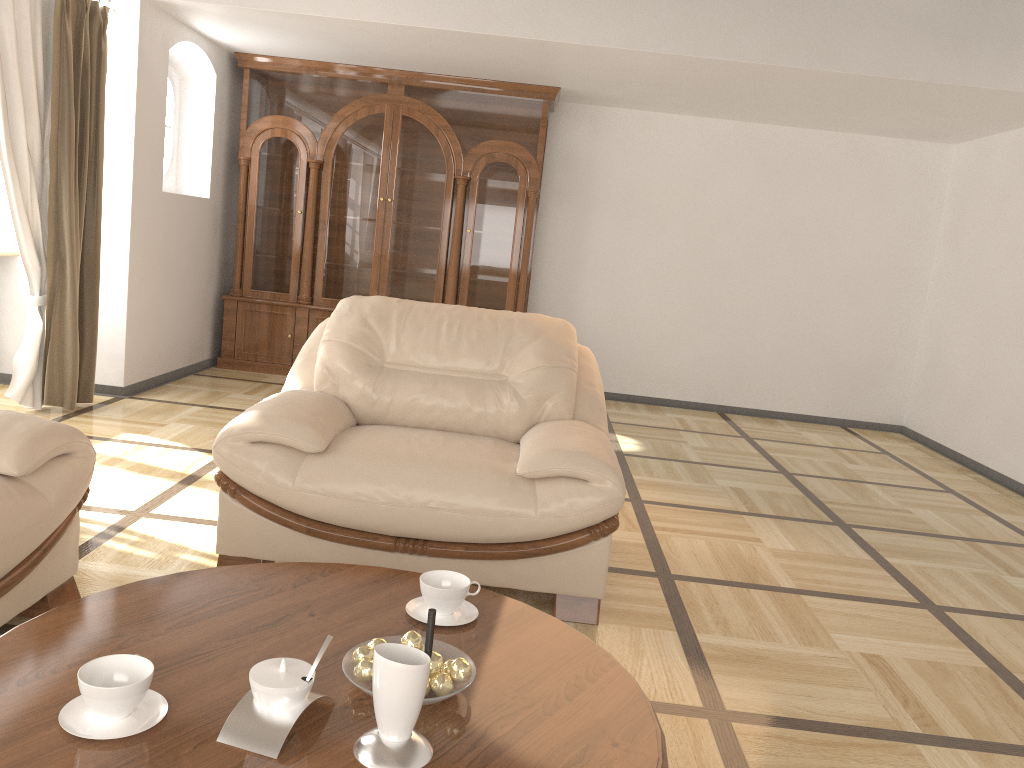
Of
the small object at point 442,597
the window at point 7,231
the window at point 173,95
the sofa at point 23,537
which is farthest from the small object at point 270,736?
the window at point 173,95

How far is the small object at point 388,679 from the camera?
1.3 meters

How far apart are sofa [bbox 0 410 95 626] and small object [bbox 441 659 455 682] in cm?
123

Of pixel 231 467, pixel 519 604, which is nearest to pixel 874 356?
pixel 231 467

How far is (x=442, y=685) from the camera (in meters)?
1.46

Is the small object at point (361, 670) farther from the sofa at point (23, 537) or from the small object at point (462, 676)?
the sofa at point (23, 537)

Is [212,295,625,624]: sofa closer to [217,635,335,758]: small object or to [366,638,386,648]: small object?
[366,638,386,648]: small object

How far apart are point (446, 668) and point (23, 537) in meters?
1.3 m

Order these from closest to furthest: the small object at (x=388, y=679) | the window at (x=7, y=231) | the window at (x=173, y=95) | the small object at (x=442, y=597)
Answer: the small object at (x=388, y=679)
the small object at (x=442, y=597)
the window at (x=7, y=231)
the window at (x=173, y=95)

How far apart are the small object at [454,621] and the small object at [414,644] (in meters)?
0.23
